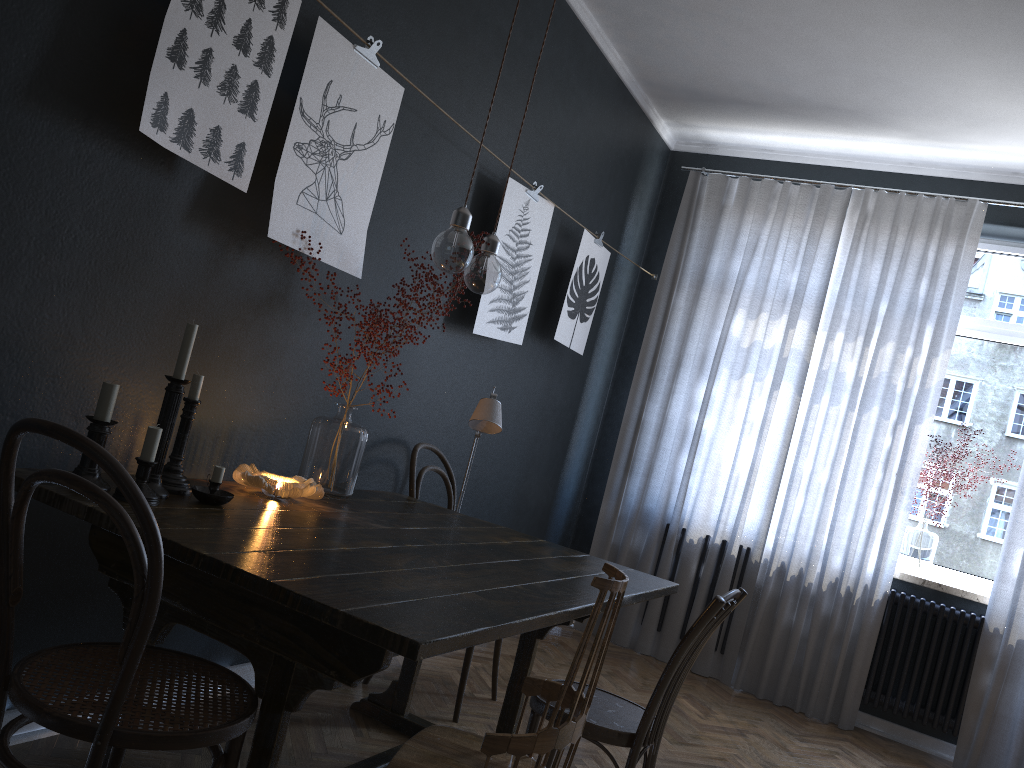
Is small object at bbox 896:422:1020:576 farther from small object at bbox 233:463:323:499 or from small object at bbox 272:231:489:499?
small object at bbox 233:463:323:499

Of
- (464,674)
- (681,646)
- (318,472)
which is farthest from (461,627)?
(464,674)

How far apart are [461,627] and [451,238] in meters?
1.1 m

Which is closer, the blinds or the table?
the table

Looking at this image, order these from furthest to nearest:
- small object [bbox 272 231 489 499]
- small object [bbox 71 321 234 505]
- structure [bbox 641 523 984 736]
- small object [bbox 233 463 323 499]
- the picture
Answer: structure [bbox 641 523 984 736]
small object [bbox 272 231 489 499]
small object [bbox 233 463 323 499]
the picture
small object [bbox 71 321 234 505]

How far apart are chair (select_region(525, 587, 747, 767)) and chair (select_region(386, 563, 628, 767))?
0.3 meters

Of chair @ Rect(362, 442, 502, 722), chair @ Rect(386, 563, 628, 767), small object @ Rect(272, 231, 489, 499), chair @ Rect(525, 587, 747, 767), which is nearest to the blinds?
chair @ Rect(362, 442, 502, 722)

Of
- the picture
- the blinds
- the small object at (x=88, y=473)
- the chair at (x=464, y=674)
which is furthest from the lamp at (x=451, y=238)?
the blinds

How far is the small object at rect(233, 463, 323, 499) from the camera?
2.35m

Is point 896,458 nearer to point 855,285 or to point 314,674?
point 855,285
